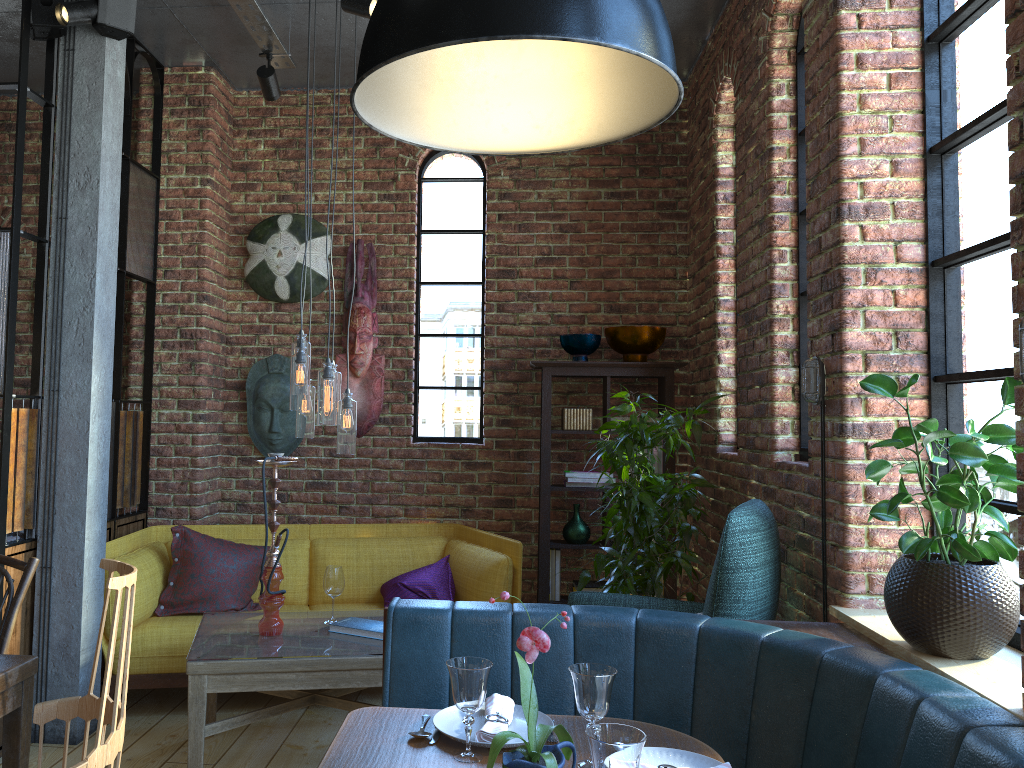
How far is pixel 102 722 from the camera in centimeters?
182cm

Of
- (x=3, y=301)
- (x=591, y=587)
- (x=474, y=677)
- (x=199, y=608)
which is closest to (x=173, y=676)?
(x=199, y=608)

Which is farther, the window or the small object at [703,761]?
the window

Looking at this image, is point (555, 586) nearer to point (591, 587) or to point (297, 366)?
point (591, 587)

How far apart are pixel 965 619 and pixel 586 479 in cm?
274

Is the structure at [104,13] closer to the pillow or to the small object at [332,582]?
the pillow

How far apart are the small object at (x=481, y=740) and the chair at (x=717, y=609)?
0.87m

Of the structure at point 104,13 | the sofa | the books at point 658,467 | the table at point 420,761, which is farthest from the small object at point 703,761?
the structure at point 104,13

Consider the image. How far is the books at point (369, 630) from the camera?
3.4m

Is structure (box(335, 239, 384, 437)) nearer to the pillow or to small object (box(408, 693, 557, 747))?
the pillow
